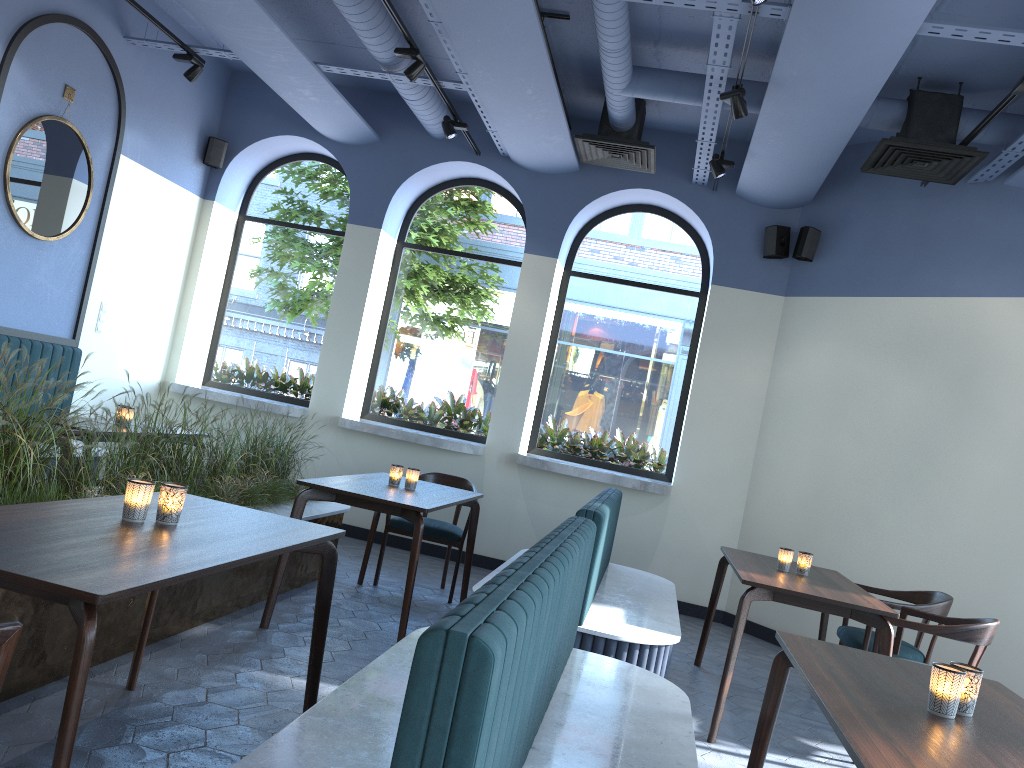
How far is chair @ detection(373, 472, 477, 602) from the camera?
5.84m

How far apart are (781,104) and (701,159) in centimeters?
149cm

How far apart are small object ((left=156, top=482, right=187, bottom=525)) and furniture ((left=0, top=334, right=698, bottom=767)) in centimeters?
72cm

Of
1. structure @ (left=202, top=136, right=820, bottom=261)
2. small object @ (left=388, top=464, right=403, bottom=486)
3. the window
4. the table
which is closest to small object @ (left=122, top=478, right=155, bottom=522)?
the table

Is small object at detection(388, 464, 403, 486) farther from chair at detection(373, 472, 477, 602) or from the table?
chair at detection(373, 472, 477, 602)

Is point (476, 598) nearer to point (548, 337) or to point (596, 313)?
point (548, 337)

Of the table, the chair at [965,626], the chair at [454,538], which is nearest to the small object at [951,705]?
the table

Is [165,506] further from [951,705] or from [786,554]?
[786,554]

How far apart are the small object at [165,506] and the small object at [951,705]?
2.1m

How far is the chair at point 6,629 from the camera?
1.6 meters
